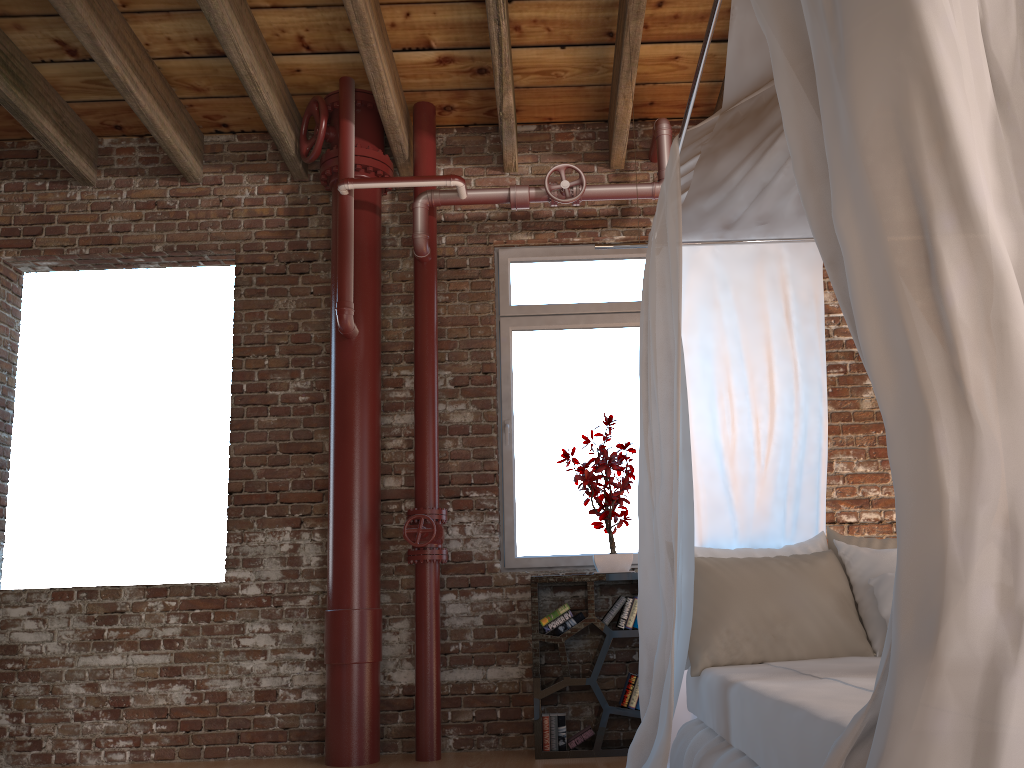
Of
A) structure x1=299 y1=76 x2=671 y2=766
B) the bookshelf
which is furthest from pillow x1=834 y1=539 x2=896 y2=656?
structure x1=299 y1=76 x2=671 y2=766

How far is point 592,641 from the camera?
4.38m

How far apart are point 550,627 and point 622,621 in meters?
0.3 m

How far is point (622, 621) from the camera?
4.1m

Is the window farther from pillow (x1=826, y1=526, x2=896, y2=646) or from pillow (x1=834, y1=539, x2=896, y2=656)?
pillow (x1=834, y1=539, x2=896, y2=656)

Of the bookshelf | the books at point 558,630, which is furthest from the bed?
the books at point 558,630

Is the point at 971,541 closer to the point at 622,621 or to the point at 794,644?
the point at 794,644

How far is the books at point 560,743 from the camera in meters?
4.0

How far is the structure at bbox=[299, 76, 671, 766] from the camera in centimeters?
411cm

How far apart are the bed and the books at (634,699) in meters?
0.9
